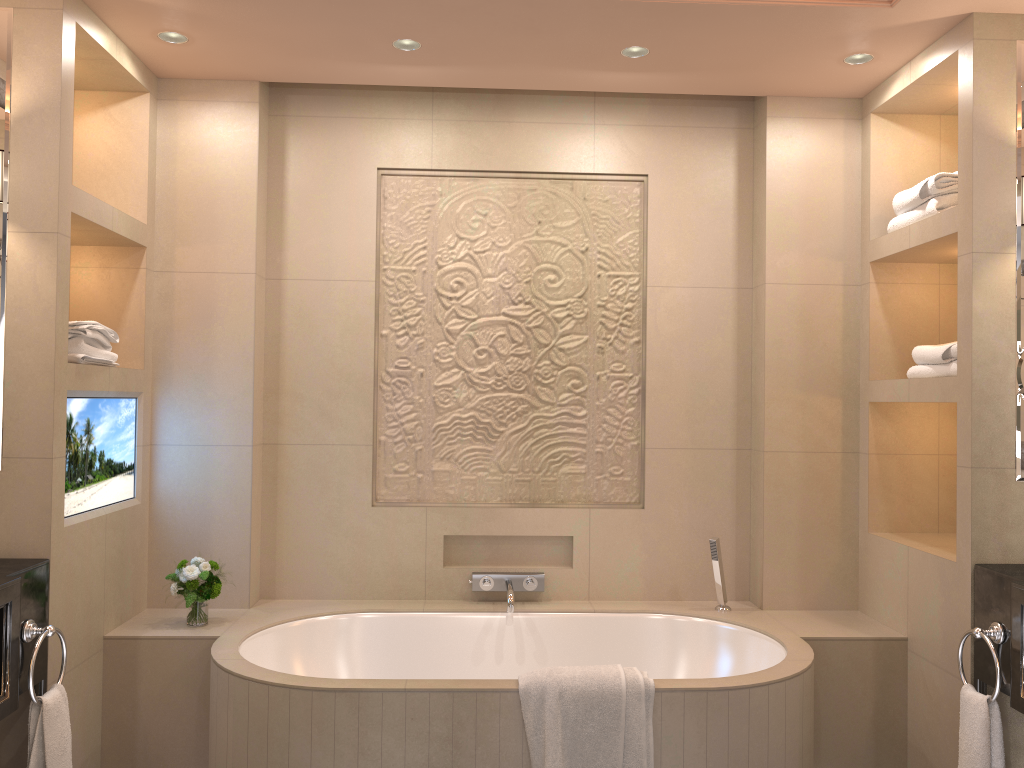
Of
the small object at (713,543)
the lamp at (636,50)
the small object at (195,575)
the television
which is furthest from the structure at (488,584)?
the lamp at (636,50)

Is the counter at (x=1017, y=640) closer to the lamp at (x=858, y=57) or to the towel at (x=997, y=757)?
the towel at (x=997, y=757)

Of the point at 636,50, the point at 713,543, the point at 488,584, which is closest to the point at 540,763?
the point at 488,584

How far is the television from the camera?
2.69m

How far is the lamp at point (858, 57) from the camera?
3.0m

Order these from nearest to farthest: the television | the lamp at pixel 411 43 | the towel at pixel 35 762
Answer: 1. the towel at pixel 35 762
2. the television
3. the lamp at pixel 411 43

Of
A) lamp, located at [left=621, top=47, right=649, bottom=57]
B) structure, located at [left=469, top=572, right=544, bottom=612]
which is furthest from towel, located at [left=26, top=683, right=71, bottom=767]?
lamp, located at [left=621, top=47, right=649, bottom=57]

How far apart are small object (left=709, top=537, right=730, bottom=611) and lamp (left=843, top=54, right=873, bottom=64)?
1.75m

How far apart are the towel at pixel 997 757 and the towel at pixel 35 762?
2.44m

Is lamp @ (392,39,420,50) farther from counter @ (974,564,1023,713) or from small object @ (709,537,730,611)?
counter @ (974,564,1023,713)
